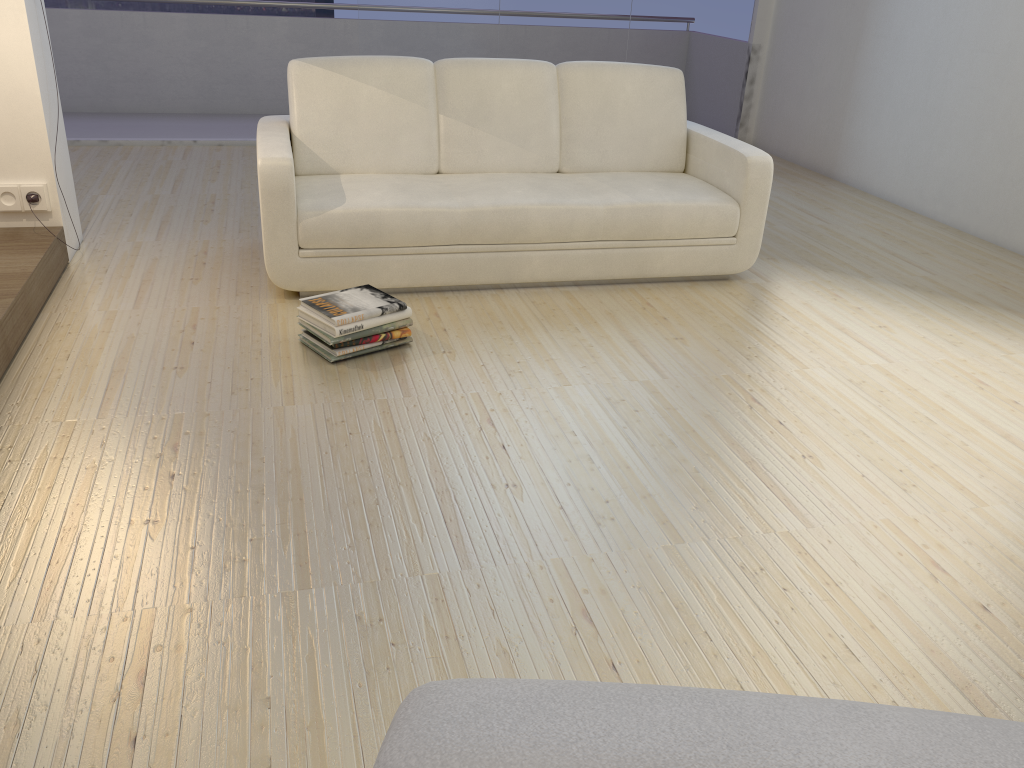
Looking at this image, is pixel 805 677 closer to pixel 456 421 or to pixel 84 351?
pixel 456 421

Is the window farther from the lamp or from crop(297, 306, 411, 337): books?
crop(297, 306, 411, 337): books

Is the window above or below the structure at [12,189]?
above

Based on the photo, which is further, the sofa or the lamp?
the lamp

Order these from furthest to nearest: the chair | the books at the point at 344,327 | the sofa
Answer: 1. the sofa
2. the books at the point at 344,327
3. the chair

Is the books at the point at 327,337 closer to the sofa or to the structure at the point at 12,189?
the sofa

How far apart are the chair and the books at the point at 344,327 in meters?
2.4 m

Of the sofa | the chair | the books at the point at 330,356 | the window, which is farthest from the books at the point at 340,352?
the window

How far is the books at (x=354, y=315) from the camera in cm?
300

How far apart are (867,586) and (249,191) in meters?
4.1
